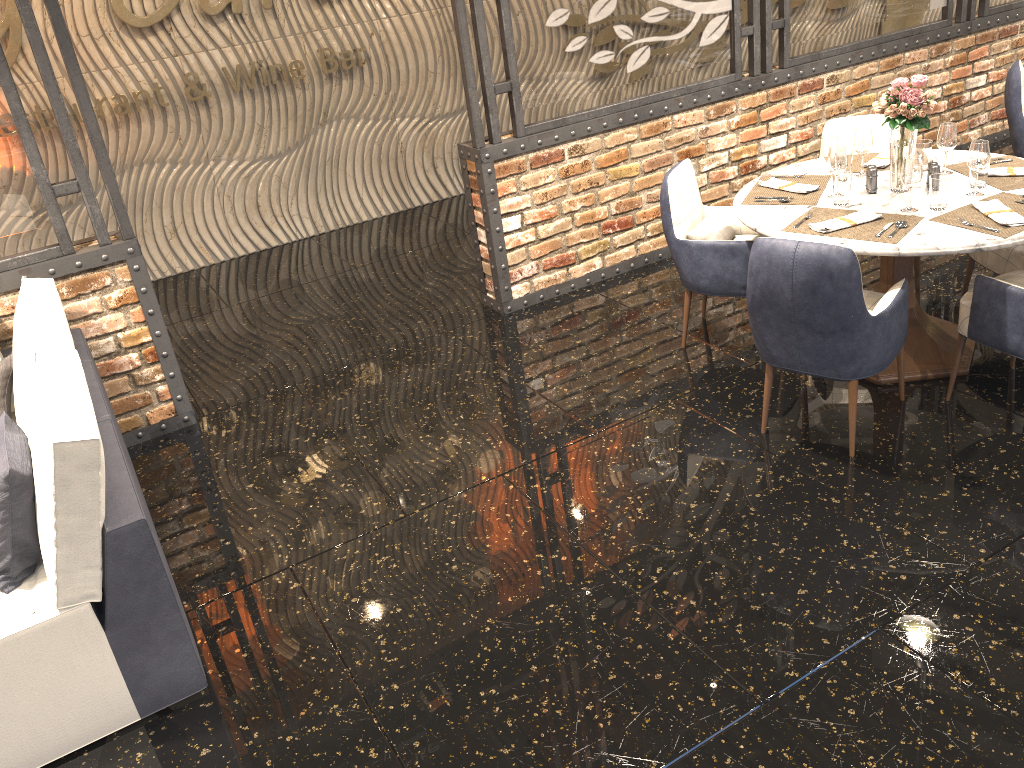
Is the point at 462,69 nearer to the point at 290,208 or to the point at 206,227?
the point at 290,208

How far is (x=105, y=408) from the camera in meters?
3.1 m

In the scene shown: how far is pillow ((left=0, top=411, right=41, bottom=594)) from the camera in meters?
2.4 m

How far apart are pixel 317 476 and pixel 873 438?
2.3 meters

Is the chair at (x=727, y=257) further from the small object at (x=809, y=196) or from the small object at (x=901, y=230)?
the small object at (x=901, y=230)

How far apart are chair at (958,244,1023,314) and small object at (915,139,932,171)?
0.5m

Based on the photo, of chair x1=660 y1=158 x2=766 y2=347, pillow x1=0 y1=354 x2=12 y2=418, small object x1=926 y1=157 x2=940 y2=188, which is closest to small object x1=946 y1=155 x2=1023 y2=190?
small object x1=926 y1=157 x2=940 y2=188

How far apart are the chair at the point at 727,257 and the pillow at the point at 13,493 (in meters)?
2.73

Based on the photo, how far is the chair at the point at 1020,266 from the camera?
3.7m

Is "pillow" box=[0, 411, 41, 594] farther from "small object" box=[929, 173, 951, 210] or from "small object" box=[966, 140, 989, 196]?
"small object" box=[966, 140, 989, 196]
